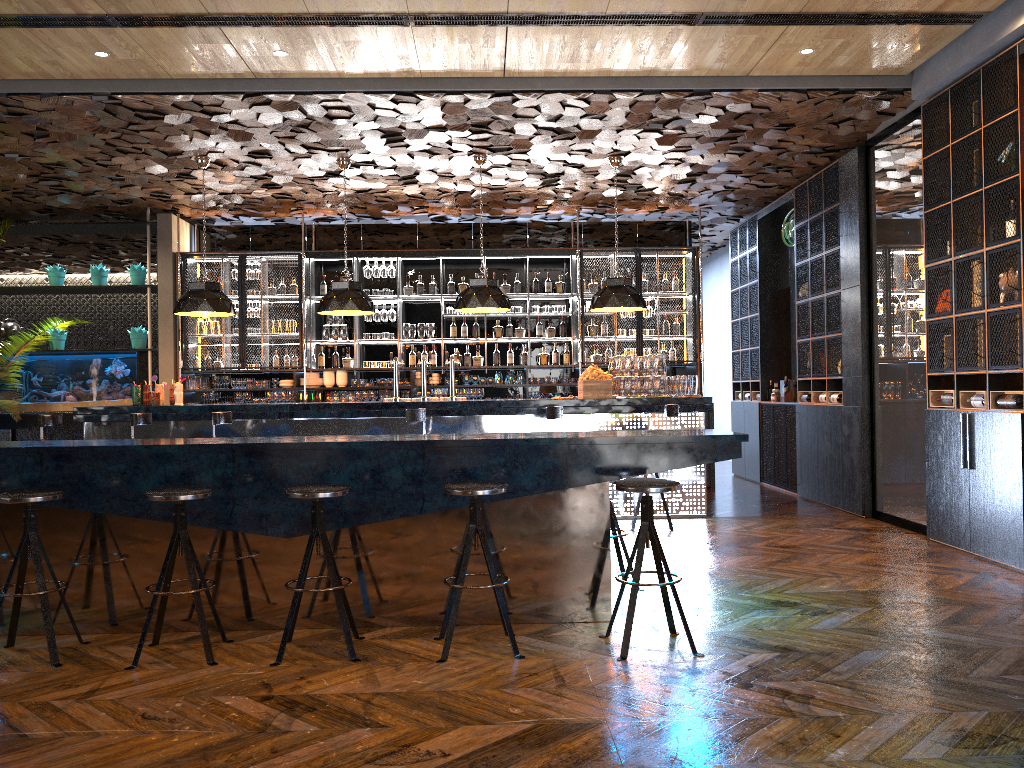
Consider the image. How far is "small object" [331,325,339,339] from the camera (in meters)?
→ 11.53

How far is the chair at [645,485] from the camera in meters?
4.2 m

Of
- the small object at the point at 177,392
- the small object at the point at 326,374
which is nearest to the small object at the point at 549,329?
the small object at the point at 326,374

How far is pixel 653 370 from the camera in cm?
868

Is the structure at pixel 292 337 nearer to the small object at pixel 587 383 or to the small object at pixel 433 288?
the small object at pixel 433 288

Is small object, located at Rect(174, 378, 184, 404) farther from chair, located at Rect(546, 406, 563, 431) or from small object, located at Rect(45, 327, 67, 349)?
small object, located at Rect(45, 327, 67, 349)

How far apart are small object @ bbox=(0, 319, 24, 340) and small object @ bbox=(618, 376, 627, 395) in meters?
7.9

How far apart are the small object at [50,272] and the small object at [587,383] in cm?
712

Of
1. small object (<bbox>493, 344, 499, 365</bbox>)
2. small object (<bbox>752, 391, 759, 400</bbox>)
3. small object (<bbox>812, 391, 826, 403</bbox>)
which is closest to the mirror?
small object (<bbox>812, 391, 826, 403</bbox>)

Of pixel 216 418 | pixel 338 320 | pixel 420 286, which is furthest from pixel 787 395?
pixel 216 418
